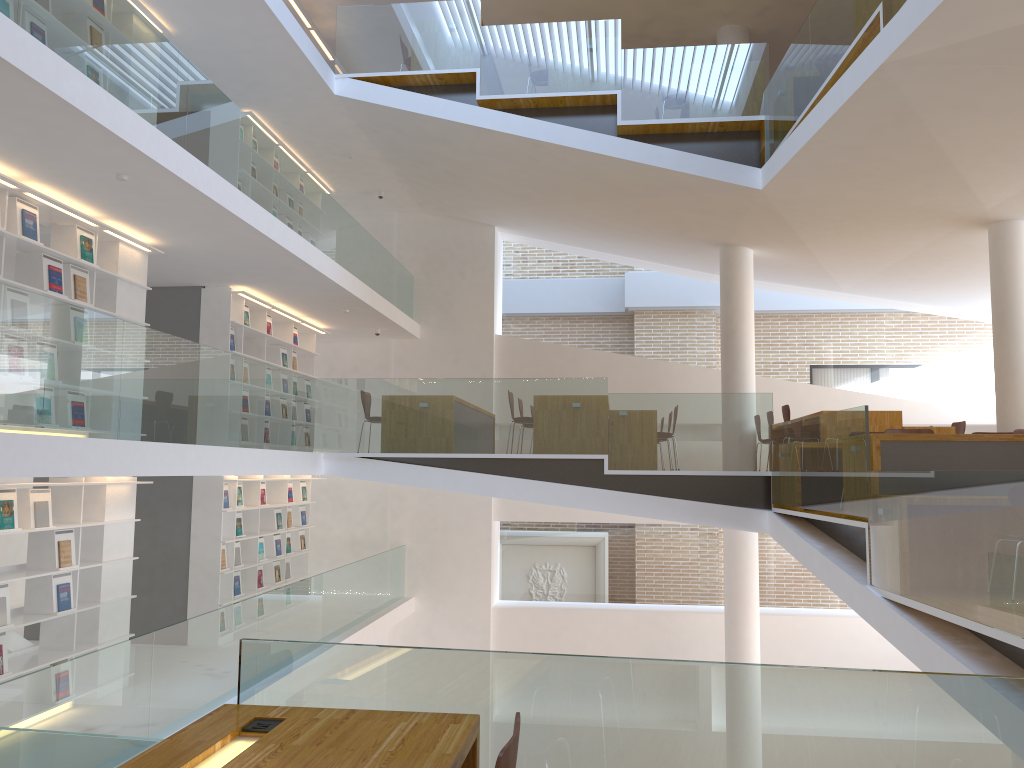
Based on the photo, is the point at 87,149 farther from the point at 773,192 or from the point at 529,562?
the point at 529,562

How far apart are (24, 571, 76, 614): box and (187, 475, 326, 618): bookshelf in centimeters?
258cm

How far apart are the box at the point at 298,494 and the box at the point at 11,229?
6.2m

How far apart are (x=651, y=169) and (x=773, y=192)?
1.25m

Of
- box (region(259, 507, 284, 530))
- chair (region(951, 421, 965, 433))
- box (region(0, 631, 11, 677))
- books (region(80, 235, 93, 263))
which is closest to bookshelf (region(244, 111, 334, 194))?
books (region(80, 235, 93, 263))

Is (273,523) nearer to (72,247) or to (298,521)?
(298,521)

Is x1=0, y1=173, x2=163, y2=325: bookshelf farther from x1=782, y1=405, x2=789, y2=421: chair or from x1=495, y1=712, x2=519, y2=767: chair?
x1=782, y1=405, x2=789, y2=421: chair

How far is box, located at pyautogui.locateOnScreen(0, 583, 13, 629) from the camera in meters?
6.2

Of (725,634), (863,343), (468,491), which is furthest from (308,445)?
(863,343)

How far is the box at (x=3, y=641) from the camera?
6.1 meters
